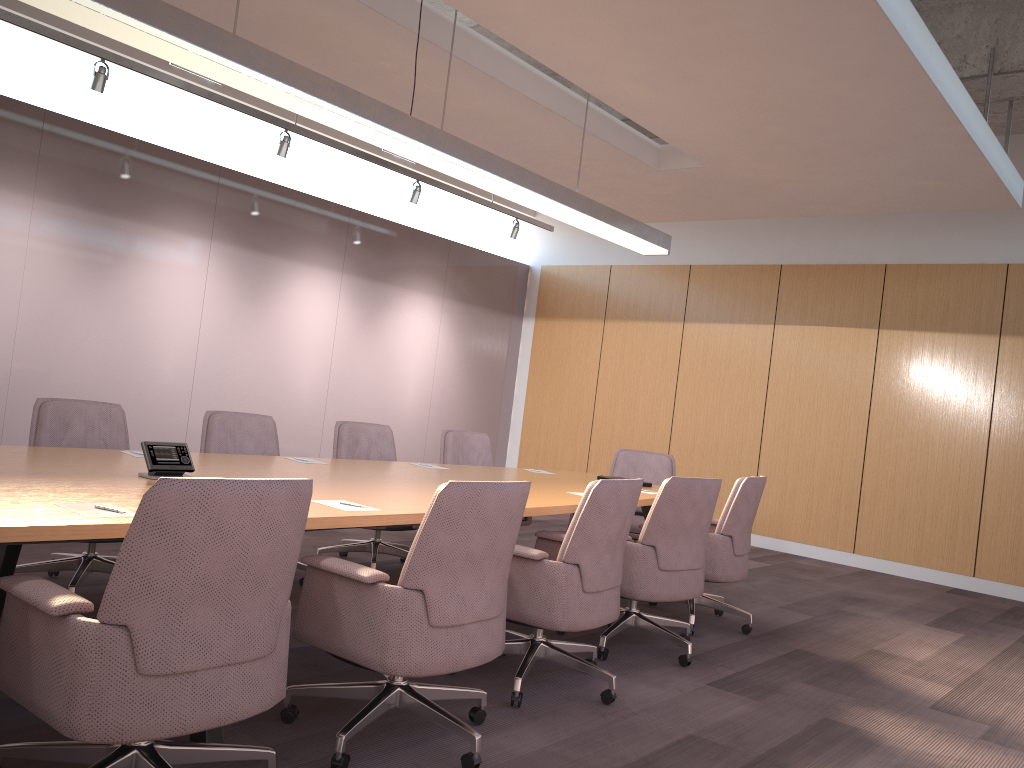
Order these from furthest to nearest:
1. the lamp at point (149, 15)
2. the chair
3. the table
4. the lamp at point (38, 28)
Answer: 1. the lamp at point (38, 28)
2. the lamp at point (149, 15)
3. the table
4. the chair

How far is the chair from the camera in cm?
206

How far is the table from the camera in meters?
2.4

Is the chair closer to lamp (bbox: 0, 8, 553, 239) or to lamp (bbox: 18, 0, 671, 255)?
lamp (bbox: 18, 0, 671, 255)

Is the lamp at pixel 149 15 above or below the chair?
above

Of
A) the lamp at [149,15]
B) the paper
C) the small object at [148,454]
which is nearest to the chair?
the paper

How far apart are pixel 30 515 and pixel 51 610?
0.47m

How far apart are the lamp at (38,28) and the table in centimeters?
295cm

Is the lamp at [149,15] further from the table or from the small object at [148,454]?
the table

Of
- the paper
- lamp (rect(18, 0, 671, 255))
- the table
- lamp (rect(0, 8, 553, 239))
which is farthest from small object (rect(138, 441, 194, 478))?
lamp (rect(0, 8, 553, 239))
